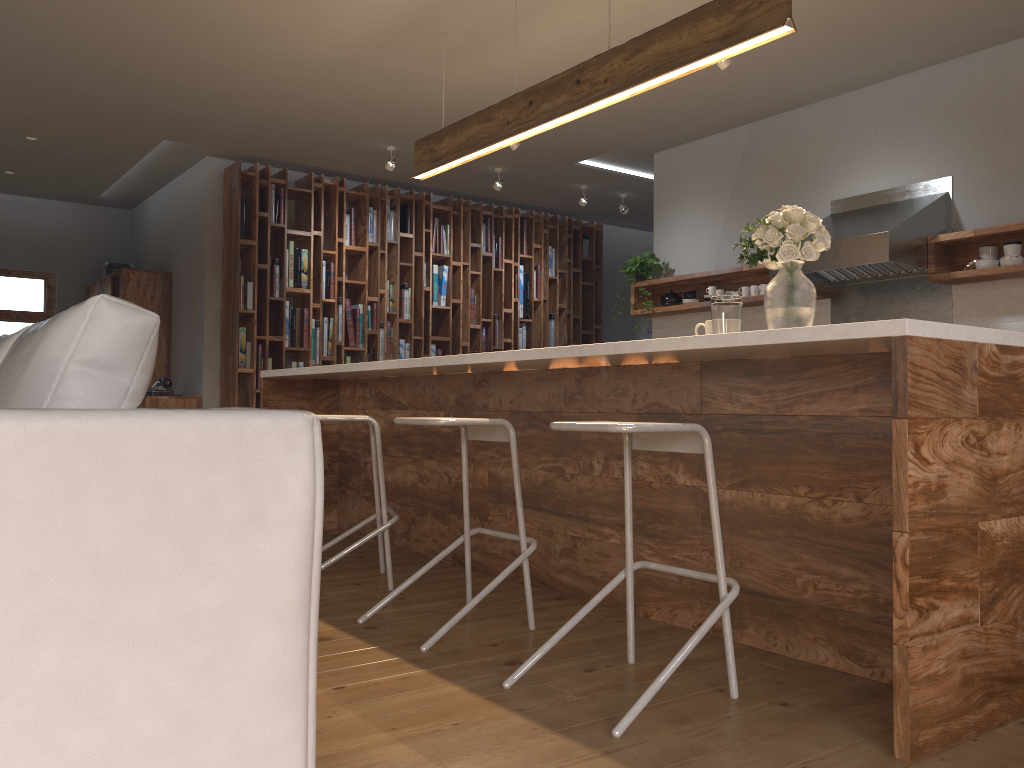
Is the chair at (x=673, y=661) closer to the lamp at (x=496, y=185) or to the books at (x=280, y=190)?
the lamp at (x=496, y=185)

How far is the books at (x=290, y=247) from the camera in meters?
7.3 m

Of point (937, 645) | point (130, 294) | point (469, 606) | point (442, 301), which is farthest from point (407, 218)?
point (937, 645)

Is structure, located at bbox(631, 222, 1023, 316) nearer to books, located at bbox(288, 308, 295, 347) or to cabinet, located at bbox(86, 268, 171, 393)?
books, located at bbox(288, 308, 295, 347)

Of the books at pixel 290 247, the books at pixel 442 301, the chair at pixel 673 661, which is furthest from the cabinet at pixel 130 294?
the chair at pixel 673 661

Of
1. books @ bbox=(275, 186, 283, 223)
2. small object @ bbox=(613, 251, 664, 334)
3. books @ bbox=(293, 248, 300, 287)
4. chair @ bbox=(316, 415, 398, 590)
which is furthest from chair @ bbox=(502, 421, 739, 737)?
books @ bbox=(275, 186, 283, 223)

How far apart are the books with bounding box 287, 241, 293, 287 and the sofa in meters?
5.4

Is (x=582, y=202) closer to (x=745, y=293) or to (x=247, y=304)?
(x=745, y=293)

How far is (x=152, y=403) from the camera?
6.9m

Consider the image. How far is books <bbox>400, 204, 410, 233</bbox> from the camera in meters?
7.9 m
